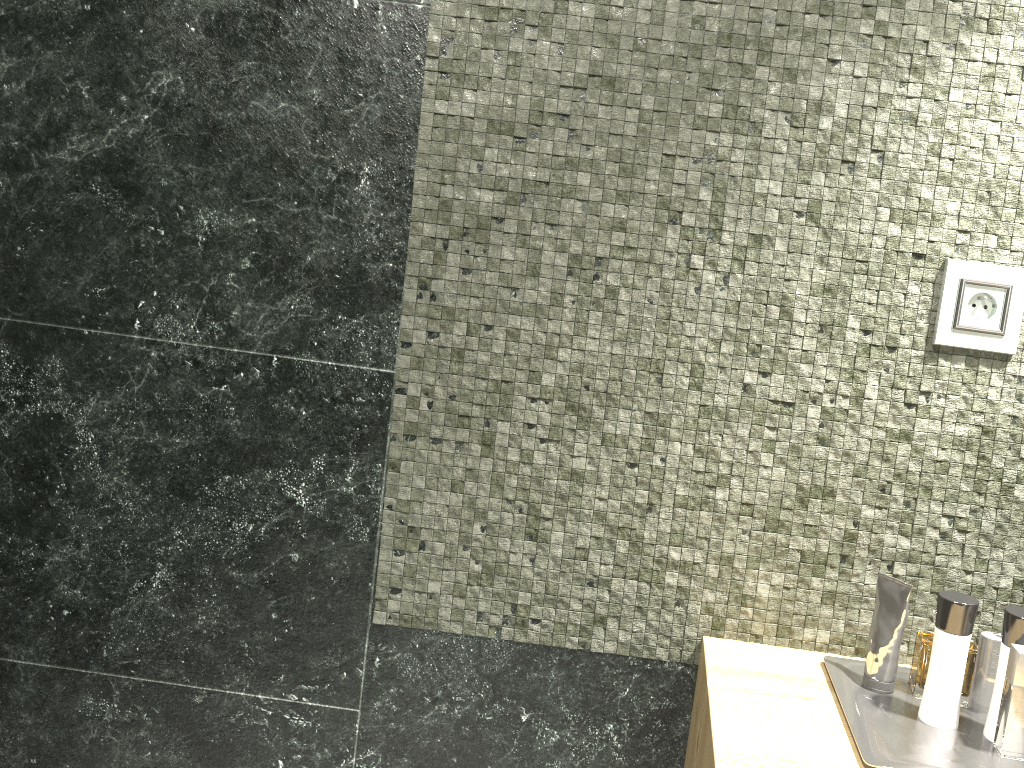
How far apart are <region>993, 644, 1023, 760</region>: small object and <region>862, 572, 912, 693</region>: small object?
0.1 meters

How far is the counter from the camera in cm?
101

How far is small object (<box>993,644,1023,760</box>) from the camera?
1.0m

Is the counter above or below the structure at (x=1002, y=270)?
below

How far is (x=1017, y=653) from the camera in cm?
103

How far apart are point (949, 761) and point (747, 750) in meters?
0.2

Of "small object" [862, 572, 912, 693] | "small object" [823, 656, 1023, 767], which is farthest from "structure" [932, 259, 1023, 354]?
"small object" [823, 656, 1023, 767]

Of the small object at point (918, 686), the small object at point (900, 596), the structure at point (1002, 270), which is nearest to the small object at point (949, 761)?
the small object at point (900, 596)

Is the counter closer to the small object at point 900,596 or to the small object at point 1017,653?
the small object at point 900,596

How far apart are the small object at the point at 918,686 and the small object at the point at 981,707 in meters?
0.3 m
